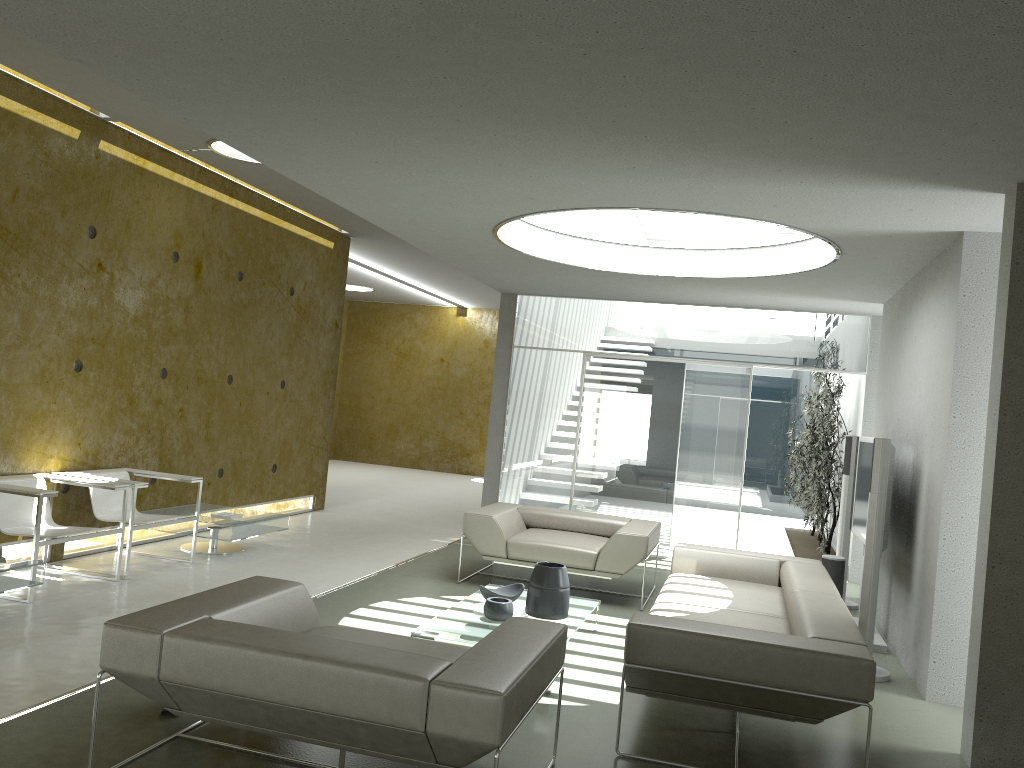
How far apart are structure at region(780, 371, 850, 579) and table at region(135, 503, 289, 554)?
5.25m

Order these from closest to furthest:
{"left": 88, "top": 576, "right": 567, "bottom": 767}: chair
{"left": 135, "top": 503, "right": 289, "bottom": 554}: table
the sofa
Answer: {"left": 88, "top": 576, "right": 567, "bottom": 767}: chair < the sofa < {"left": 135, "top": 503, "right": 289, "bottom": 554}: table

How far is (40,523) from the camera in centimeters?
538cm

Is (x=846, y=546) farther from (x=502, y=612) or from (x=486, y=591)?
(x=502, y=612)

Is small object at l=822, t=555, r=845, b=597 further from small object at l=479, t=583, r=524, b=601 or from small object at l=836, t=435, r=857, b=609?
small object at l=479, t=583, r=524, b=601

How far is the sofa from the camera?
3.6 meters

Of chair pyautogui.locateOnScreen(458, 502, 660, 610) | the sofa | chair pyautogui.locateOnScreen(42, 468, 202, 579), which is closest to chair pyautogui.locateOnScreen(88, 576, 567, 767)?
the sofa

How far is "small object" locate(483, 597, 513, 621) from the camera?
5.12m

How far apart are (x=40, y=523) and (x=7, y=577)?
0.54m

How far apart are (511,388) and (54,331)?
4.8 meters
